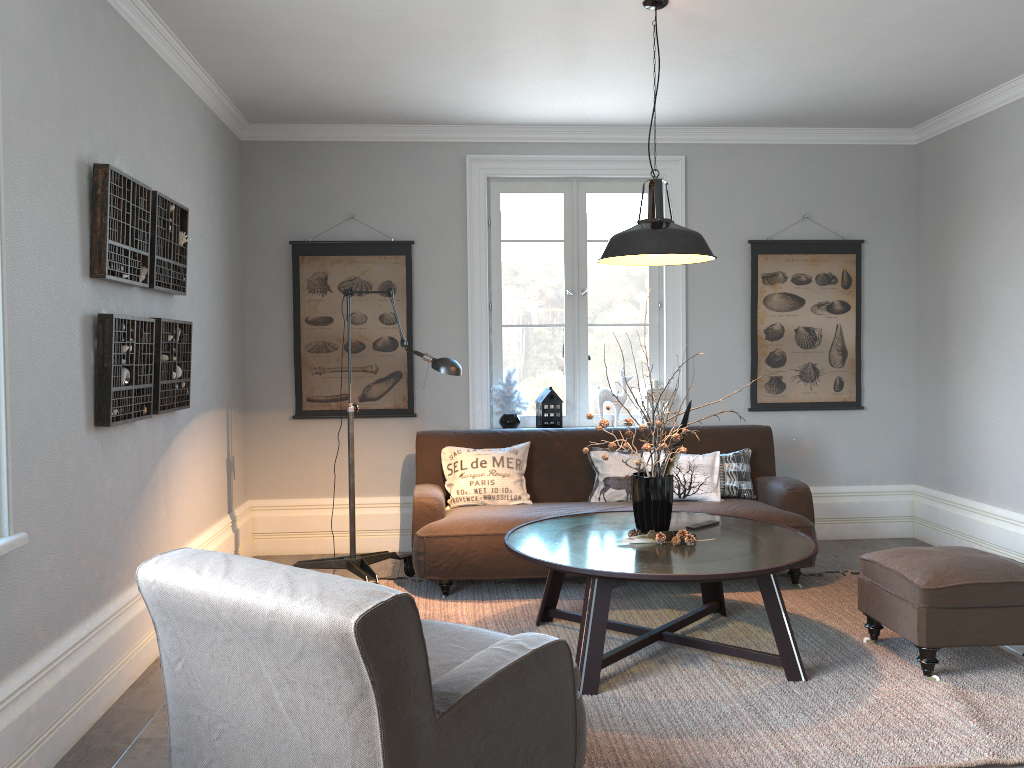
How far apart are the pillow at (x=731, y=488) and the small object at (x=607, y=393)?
0.82m

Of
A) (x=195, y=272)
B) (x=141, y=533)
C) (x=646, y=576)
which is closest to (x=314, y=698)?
(x=646, y=576)

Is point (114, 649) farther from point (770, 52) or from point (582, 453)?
point (770, 52)

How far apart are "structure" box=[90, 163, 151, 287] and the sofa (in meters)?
1.75

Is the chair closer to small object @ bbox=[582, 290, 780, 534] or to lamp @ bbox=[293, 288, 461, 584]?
small object @ bbox=[582, 290, 780, 534]

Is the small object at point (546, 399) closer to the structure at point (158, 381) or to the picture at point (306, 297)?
the picture at point (306, 297)

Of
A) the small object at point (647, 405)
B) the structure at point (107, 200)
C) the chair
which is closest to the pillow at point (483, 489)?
the small object at point (647, 405)

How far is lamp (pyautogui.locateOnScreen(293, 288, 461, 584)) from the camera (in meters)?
4.27

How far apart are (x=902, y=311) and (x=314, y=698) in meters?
5.3 m

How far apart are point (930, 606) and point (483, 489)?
2.4 meters
